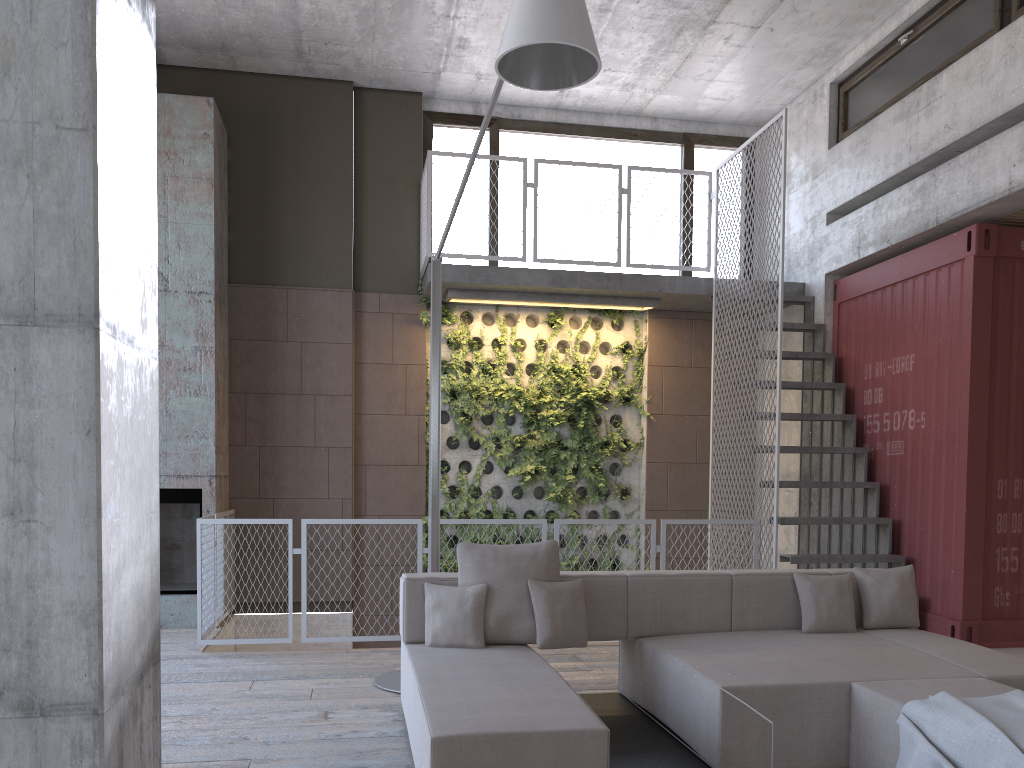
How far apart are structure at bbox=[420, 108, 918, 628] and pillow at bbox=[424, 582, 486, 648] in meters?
3.2

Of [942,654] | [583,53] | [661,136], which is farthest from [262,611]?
[661,136]

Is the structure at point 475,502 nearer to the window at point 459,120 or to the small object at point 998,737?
the window at point 459,120

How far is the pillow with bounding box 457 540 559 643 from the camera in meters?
4.5

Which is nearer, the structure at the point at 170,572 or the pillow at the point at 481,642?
the pillow at the point at 481,642

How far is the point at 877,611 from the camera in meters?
4.9 m

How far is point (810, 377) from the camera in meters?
8.5 m

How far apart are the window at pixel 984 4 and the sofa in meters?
4.2

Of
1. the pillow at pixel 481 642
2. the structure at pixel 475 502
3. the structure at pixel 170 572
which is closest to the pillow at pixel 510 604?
the pillow at pixel 481 642

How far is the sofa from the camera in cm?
310
